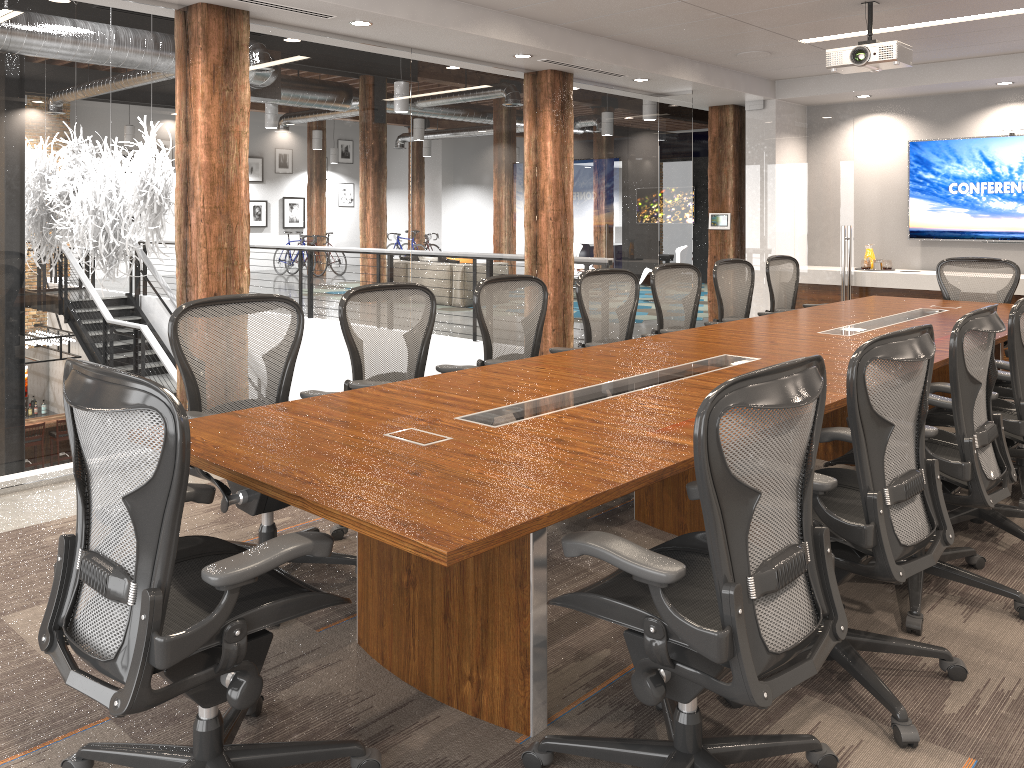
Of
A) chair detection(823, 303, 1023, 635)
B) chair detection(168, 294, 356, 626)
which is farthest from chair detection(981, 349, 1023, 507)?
chair detection(168, 294, 356, 626)

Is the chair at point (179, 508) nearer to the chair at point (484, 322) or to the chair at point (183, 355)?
the chair at point (183, 355)

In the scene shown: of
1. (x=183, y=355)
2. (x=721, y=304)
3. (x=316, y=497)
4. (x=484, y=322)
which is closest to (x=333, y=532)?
(x=183, y=355)

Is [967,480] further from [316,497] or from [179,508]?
[179,508]

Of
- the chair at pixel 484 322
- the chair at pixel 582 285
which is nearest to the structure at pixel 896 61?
the chair at pixel 582 285

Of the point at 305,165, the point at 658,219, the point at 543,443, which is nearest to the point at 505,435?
the point at 543,443

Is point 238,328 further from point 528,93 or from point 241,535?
point 528,93

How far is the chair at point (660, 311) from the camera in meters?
5.7 m

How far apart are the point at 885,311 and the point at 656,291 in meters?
1.6 m

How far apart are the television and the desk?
2.40m
